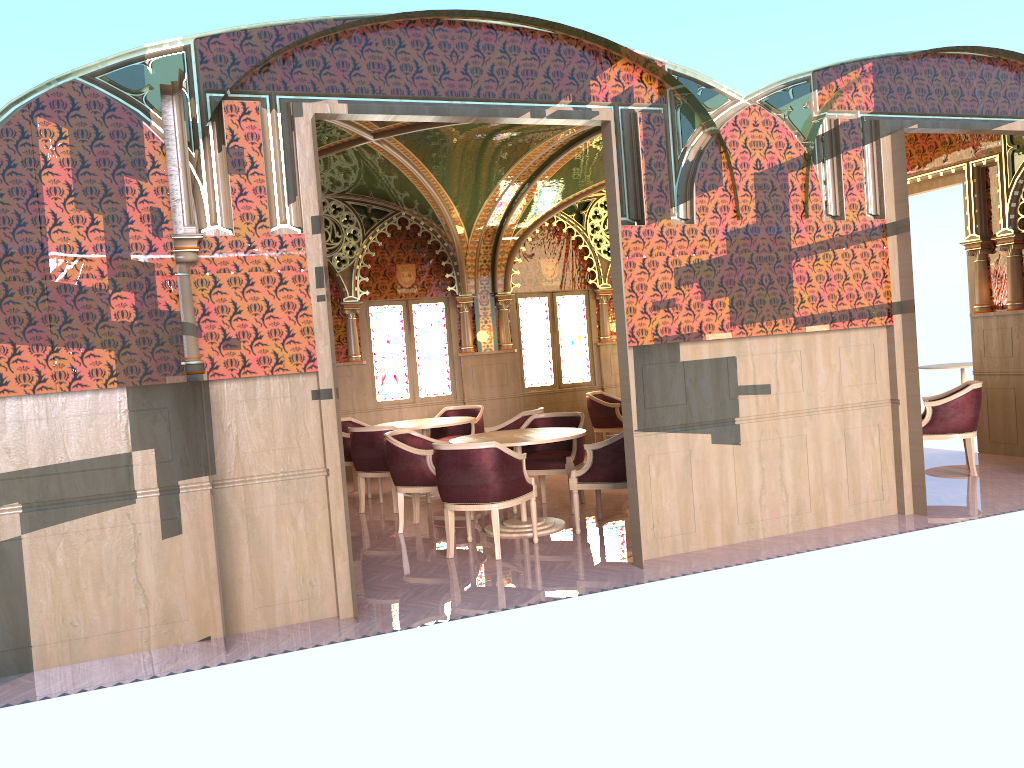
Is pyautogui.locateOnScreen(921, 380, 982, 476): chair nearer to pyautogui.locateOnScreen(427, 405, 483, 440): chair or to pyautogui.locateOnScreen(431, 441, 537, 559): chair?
pyautogui.locateOnScreen(431, 441, 537, 559): chair

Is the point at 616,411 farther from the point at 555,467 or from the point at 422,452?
the point at 422,452

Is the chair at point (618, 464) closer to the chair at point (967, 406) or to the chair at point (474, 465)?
the chair at point (474, 465)

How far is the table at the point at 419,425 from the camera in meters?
9.3

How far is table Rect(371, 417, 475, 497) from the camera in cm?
928

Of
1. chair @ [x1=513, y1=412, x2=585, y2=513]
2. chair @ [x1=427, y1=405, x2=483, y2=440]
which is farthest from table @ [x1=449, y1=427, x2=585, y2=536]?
chair @ [x1=427, y1=405, x2=483, y2=440]

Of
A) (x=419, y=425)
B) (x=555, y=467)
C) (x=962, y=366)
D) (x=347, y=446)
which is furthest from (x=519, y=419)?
(x=962, y=366)

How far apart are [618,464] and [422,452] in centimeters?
167cm

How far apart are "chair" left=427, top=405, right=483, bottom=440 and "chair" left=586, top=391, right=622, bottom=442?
1.5m

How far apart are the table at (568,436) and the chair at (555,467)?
0.37m
